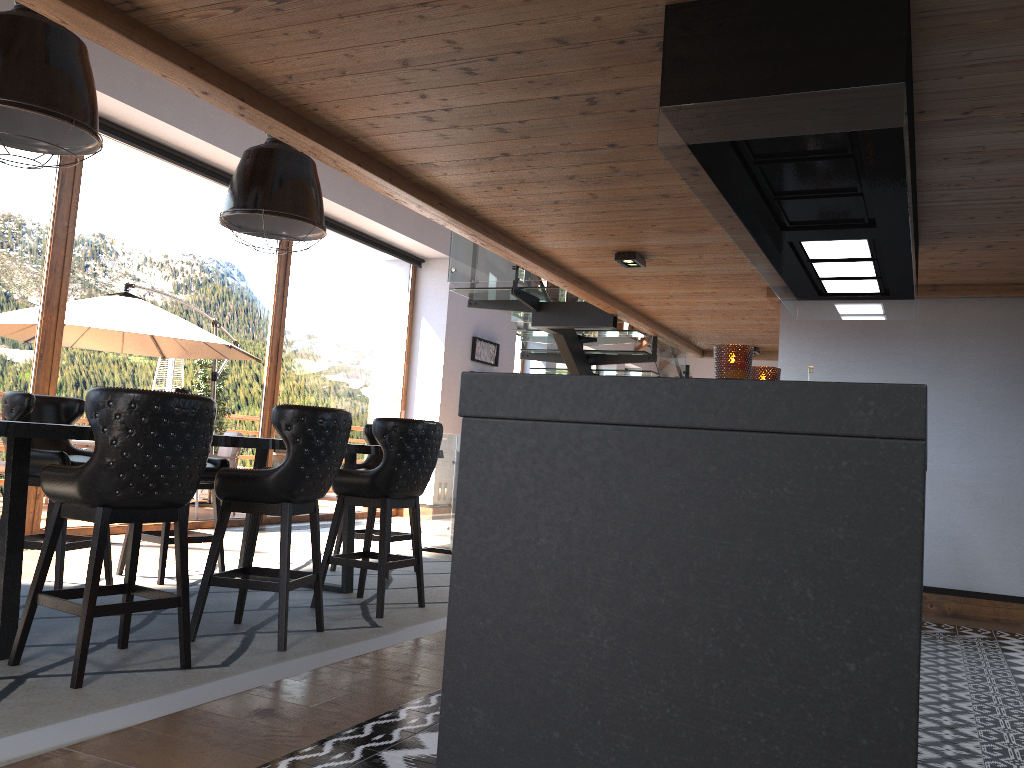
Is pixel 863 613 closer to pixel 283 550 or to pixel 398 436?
pixel 283 550

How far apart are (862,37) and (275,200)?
3.4 meters

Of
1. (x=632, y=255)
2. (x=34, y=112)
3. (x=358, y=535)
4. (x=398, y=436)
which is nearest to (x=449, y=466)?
(x=358, y=535)

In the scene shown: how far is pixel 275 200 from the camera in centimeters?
498cm

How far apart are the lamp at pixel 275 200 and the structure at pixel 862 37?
2.46m

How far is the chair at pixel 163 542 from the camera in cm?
536

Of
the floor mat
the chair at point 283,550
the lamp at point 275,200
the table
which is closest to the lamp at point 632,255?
the lamp at point 275,200

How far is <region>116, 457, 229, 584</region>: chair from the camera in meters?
5.4

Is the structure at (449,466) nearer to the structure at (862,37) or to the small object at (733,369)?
the structure at (862,37)

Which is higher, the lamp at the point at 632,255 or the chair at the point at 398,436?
the lamp at the point at 632,255
